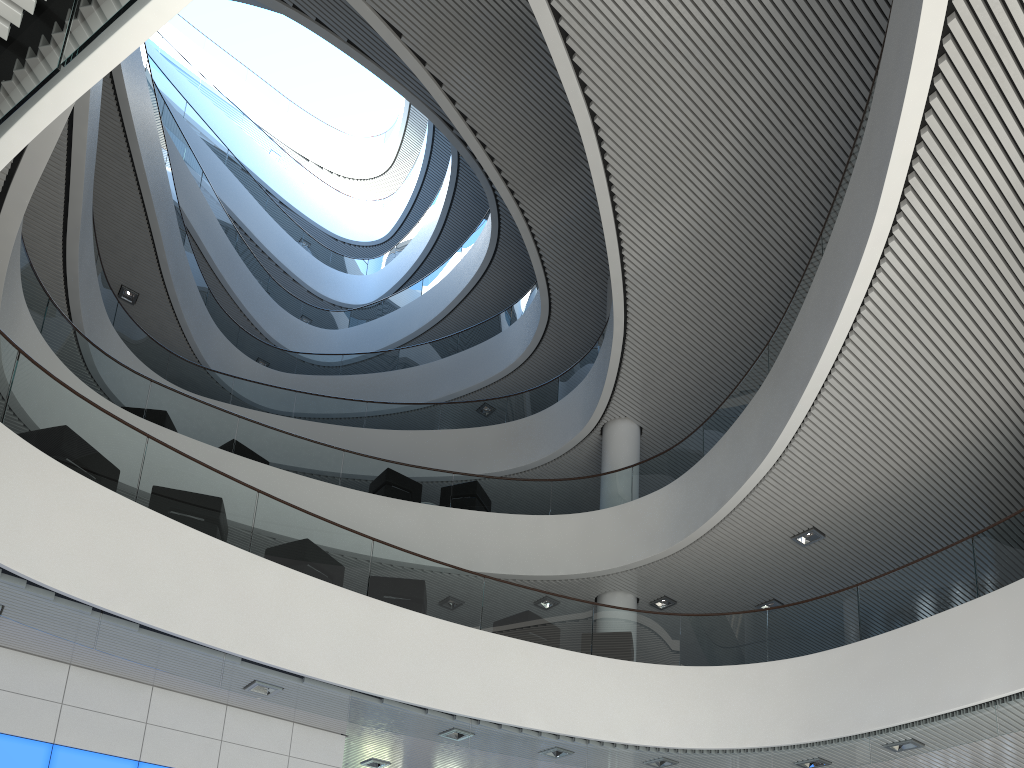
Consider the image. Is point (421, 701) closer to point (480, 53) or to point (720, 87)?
point (720, 87)
